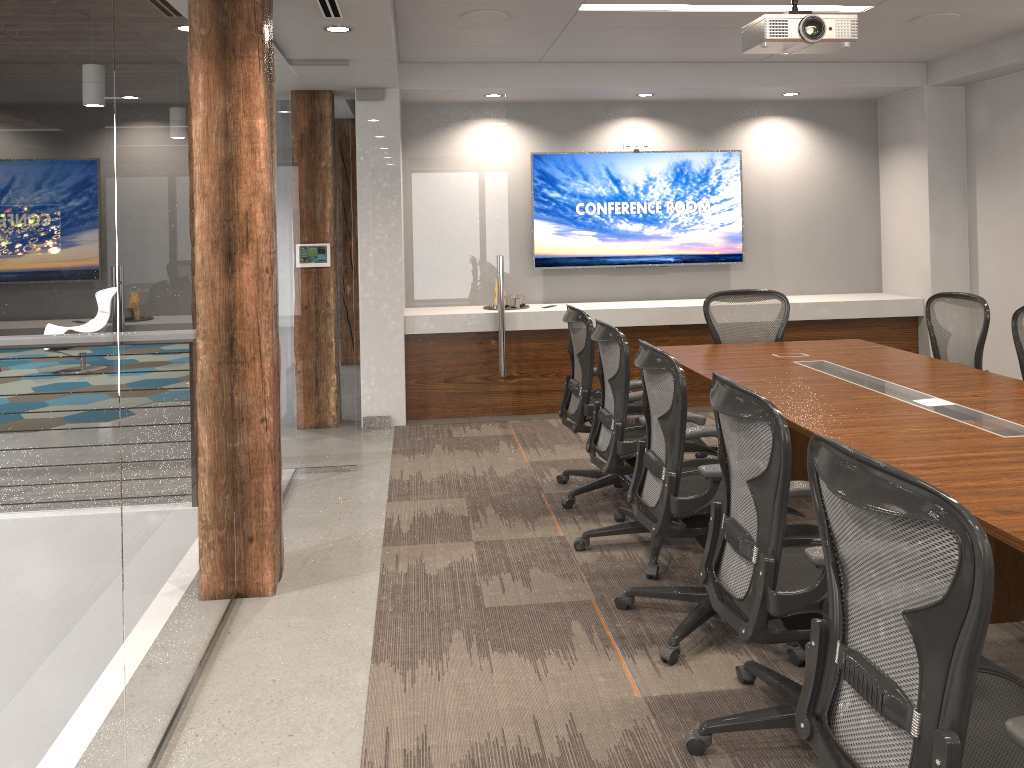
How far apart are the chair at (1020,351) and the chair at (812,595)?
2.49m

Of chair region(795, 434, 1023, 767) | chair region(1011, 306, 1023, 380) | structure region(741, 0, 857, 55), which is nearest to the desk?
chair region(795, 434, 1023, 767)

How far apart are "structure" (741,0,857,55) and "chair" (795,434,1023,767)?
2.5m

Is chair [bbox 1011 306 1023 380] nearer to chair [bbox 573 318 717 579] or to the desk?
the desk

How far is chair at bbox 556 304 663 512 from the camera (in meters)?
4.77

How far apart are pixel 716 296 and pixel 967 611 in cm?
432

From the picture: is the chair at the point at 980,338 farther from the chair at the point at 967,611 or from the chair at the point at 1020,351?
the chair at the point at 967,611

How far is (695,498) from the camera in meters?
3.2 m

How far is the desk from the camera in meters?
2.7

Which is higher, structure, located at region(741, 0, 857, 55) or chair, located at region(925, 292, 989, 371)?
structure, located at region(741, 0, 857, 55)
